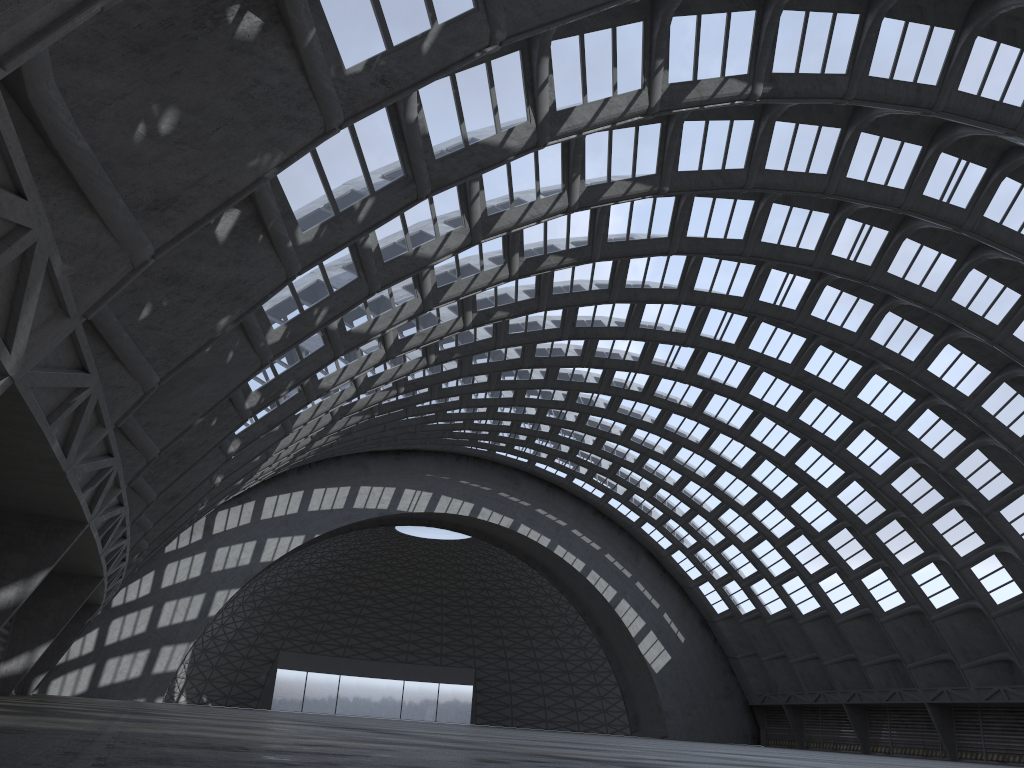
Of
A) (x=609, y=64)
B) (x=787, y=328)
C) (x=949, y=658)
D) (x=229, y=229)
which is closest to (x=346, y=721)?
(x=229, y=229)

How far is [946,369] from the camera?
35.8 meters
